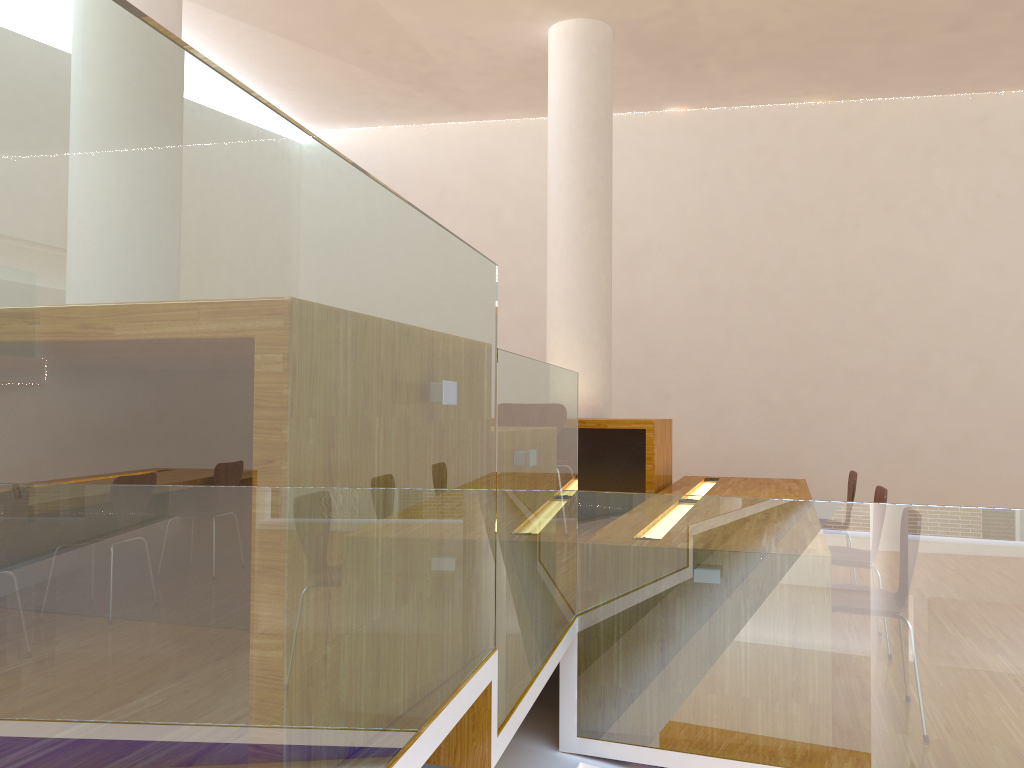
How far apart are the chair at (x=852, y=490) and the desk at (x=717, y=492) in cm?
24

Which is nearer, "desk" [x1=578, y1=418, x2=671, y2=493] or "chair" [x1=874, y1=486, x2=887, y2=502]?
"chair" [x1=874, y1=486, x2=887, y2=502]

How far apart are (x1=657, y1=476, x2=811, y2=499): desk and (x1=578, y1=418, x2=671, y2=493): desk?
0.05m

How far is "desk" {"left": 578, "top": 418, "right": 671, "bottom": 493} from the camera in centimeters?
468cm

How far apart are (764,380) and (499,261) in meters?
2.4 m

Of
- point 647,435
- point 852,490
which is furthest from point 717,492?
point 852,490

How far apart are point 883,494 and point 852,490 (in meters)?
1.14

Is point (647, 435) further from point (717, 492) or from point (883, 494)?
point (883, 494)

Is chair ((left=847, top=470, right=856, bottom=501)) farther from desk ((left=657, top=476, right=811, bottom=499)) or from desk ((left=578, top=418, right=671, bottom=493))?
desk ((left=578, top=418, right=671, bottom=493))

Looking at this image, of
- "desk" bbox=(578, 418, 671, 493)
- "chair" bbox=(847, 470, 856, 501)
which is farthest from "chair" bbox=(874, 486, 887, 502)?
"desk" bbox=(578, 418, 671, 493)
